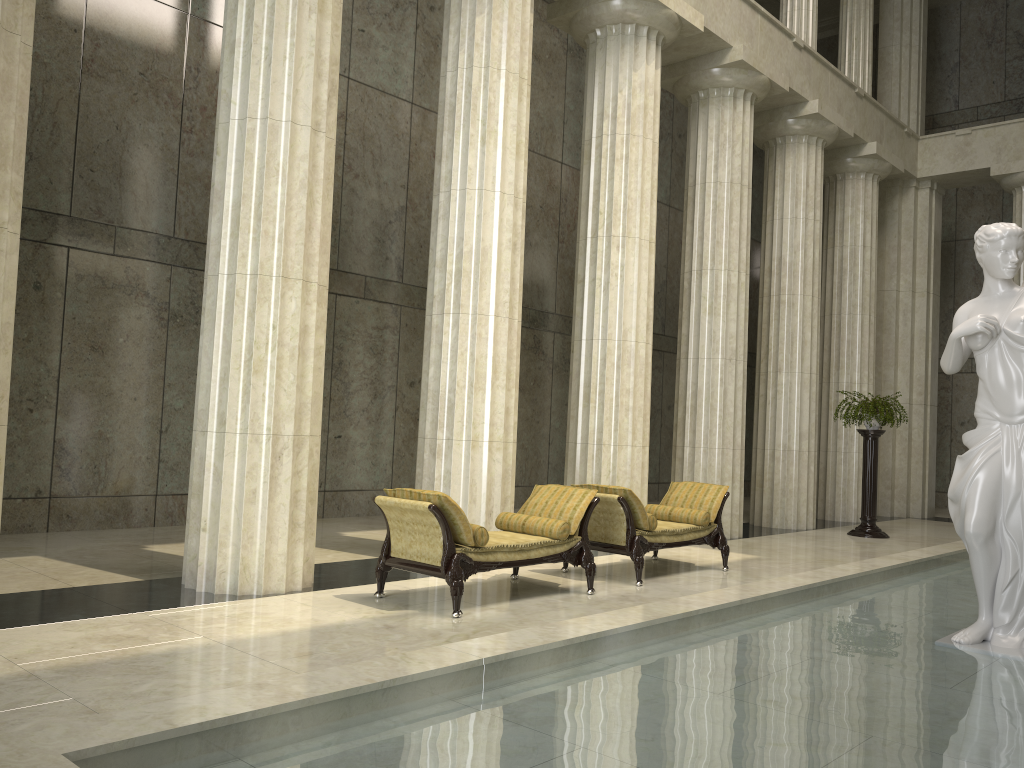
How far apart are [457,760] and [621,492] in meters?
5.5 m

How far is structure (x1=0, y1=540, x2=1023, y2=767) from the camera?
3.4m

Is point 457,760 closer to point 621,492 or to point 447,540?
point 447,540

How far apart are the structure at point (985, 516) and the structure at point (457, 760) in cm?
6

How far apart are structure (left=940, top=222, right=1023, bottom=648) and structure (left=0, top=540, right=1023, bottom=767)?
0.1 meters

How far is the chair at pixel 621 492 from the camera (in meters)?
8.68

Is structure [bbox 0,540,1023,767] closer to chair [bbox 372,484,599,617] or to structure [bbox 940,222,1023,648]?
structure [bbox 940,222,1023,648]

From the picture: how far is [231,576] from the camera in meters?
7.3 m

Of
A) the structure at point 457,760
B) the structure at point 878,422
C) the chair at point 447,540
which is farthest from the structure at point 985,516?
the structure at point 878,422

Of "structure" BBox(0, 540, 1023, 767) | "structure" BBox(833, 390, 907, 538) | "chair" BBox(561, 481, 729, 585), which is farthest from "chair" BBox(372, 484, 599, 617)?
"structure" BBox(833, 390, 907, 538)
